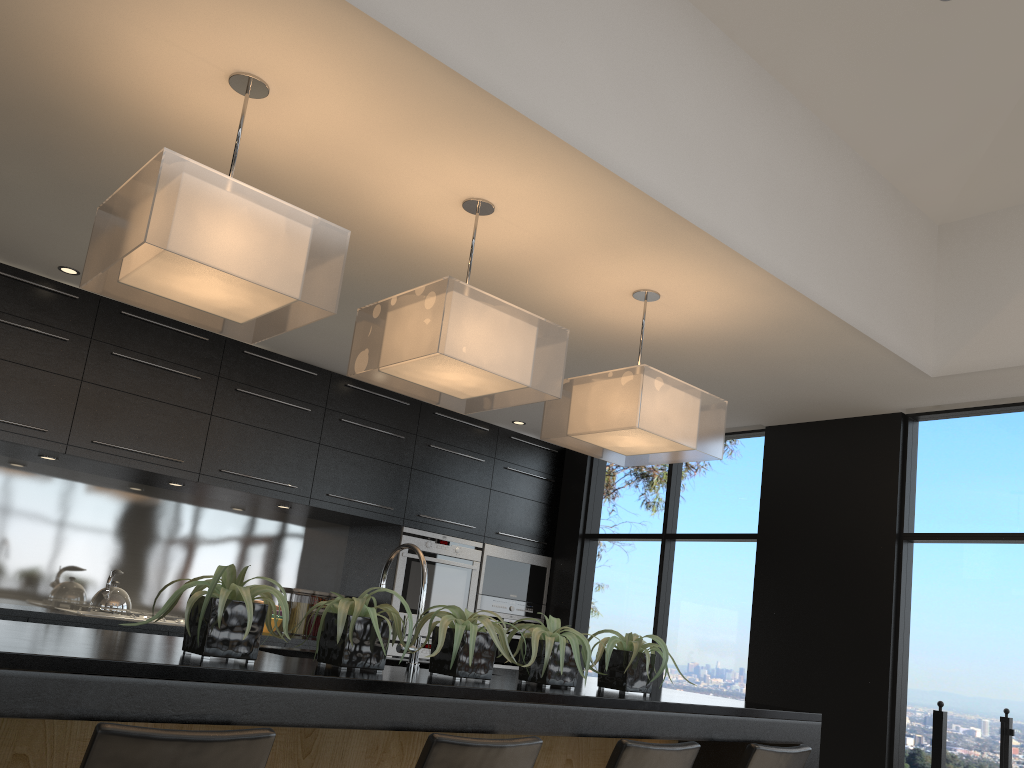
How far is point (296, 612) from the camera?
5.9m

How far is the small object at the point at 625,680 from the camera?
3.1m

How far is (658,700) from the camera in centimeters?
285cm

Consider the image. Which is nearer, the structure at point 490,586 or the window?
the window

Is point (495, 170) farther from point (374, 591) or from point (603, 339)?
point (603, 339)

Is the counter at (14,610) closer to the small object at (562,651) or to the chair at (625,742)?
the small object at (562,651)

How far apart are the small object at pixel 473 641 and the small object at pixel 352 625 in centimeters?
8cm

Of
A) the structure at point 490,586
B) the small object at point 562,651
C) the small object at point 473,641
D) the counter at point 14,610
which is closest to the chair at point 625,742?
the small object at point 562,651

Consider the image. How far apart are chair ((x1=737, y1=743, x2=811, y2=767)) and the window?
1.78m

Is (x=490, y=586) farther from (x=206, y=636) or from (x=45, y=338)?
(x=206, y=636)
